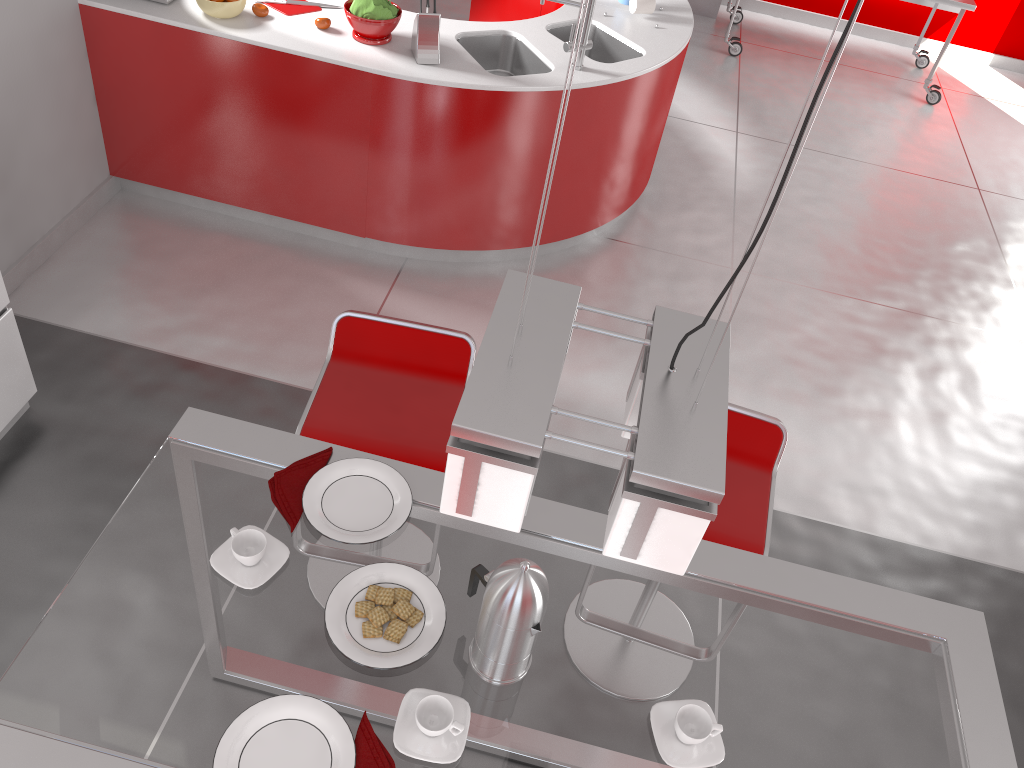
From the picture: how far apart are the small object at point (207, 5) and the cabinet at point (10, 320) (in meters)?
1.44

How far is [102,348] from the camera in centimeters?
335cm

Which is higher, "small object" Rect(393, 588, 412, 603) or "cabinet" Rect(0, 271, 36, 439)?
"small object" Rect(393, 588, 412, 603)

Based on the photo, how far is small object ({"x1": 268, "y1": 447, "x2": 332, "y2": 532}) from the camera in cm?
172

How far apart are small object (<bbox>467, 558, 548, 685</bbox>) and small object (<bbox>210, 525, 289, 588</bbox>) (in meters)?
0.36

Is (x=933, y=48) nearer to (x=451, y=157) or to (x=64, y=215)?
(x=451, y=157)

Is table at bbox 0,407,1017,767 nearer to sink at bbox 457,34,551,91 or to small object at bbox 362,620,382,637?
small object at bbox 362,620,382,637

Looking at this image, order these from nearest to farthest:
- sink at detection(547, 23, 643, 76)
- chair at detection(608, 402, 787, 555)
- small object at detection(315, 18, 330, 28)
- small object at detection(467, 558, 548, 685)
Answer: small object at detection(467, 558, 548, 685) < chair at detection(608, 402, 787, 555) < small object at detection(315, 18, 330, 28) < sink at detection(547, 23, 643, 76)

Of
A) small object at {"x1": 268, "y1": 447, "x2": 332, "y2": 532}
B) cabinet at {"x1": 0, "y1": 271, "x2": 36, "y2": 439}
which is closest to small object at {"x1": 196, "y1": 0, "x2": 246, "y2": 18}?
cabinet at {"x1": 0, "y1": 271, "x2": 36, "y2": 439}

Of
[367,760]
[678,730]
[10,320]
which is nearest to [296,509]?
[367,760]
